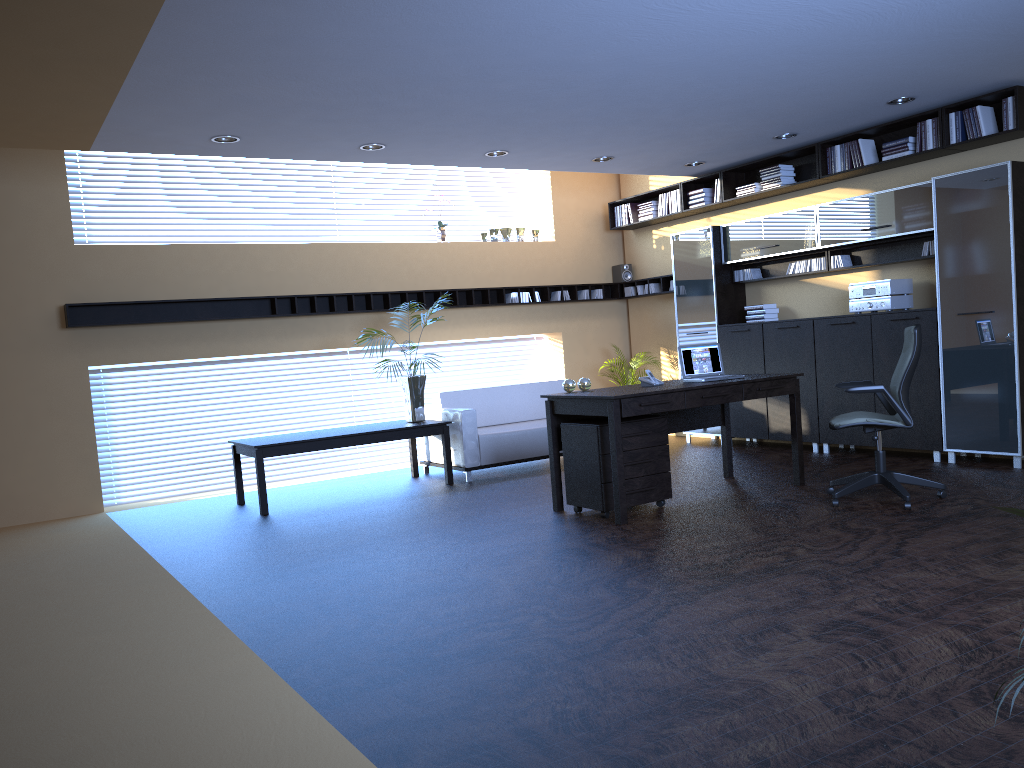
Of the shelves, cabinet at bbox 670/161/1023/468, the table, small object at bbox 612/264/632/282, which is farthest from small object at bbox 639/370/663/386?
small object at bbox 612/264/632/282

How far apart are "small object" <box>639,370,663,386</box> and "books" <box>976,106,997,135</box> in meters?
3.4 m

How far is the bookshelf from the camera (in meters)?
7.23

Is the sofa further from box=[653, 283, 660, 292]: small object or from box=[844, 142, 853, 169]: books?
box=[844, 142, 853, 169]: books

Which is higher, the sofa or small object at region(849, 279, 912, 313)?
small object at region(849, 279, 912, 313)

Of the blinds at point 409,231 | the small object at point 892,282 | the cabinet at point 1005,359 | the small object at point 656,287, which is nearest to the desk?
the cabinet at point 1005,359

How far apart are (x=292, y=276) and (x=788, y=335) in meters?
5.2

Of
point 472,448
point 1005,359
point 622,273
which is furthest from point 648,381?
point 622,273

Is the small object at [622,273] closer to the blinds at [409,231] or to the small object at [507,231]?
the small object at [507,231]

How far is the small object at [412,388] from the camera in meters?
8.6 m
